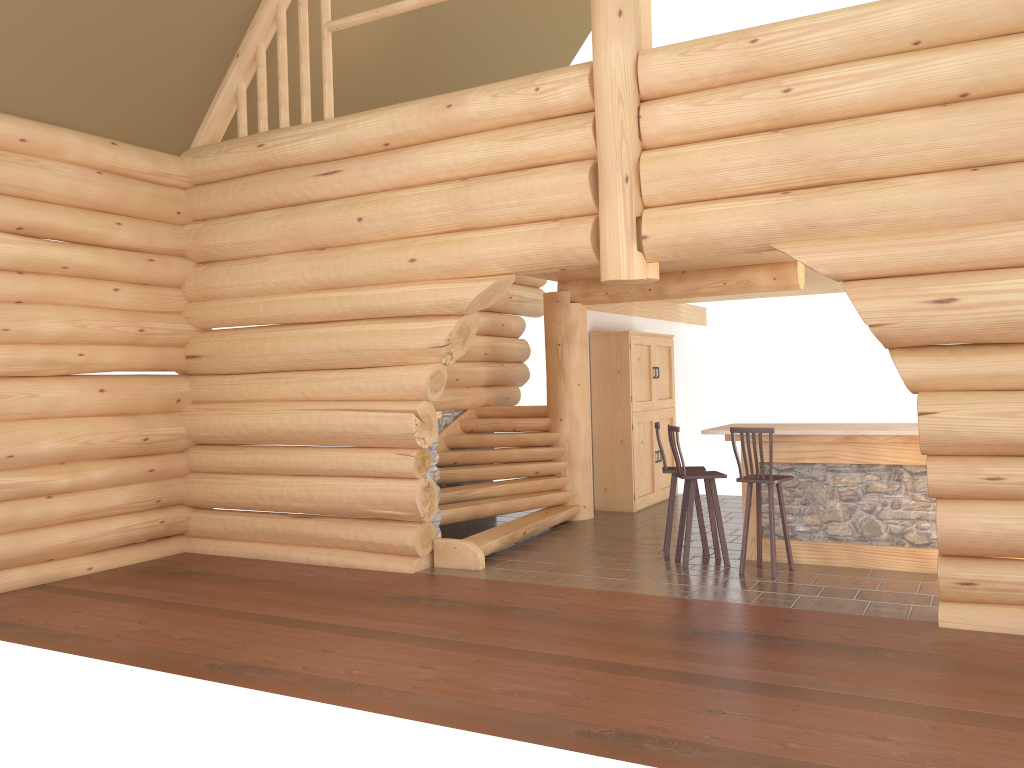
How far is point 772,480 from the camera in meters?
7.7

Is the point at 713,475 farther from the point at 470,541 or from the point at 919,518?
the point at 470,541

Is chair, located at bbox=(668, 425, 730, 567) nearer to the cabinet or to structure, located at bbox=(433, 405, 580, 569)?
structure, located at bbox=(433, 405, 580, 569)

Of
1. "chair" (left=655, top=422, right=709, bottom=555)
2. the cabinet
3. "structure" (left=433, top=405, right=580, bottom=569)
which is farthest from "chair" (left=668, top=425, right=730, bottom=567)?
the cabinet

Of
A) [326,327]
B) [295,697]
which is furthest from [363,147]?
[295,697]

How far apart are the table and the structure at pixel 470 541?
2.4m

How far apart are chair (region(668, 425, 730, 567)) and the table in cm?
31

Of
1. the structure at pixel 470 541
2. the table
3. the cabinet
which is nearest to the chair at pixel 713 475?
the table

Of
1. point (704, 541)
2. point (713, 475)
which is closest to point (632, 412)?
point (704, 541)

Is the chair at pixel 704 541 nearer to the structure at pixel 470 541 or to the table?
the table
